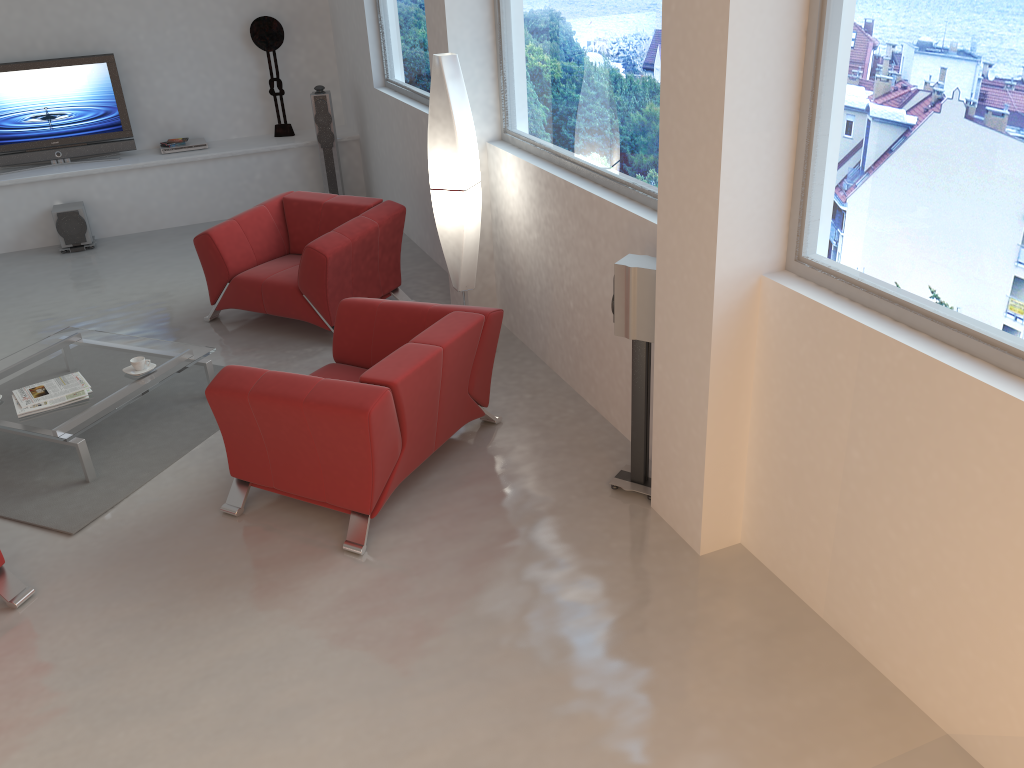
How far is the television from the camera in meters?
8.0 m

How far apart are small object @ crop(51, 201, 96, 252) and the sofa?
5.1m

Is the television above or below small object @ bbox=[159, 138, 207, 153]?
above

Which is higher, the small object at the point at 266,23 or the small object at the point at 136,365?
the small object at the point at 266,23

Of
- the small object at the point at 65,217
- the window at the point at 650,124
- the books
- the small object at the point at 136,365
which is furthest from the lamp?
the small object at the point at 65,217

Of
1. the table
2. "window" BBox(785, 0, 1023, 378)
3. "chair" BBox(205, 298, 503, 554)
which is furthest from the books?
"window" BBox(785, 0, 1023, 378)

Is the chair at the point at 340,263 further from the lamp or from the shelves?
the shelves

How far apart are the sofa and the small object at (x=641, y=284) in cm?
254

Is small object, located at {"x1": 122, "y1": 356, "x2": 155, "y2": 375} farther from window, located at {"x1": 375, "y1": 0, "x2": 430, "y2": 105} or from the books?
window, located at {"x1": 375, "y1": 0, "x2": 430, "y2": 105}

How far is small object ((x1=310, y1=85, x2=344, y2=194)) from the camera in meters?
Answer: 8.3 m
